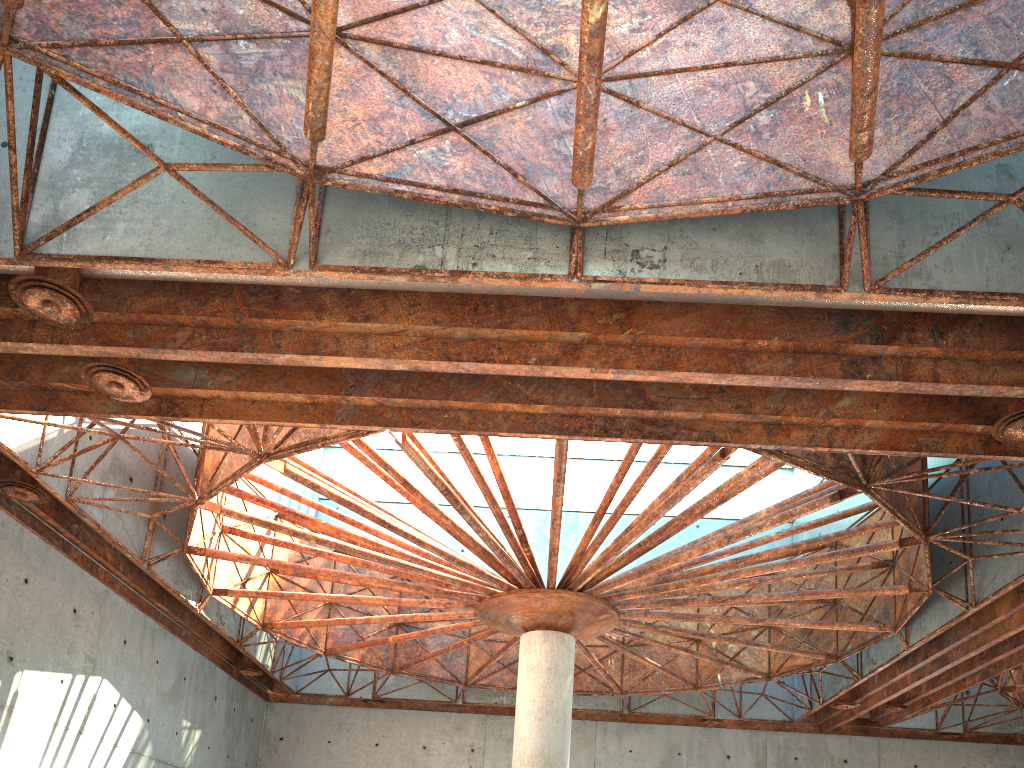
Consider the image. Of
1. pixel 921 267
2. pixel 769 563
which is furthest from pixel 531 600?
pixel 921 267

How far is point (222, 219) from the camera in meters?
14.7
